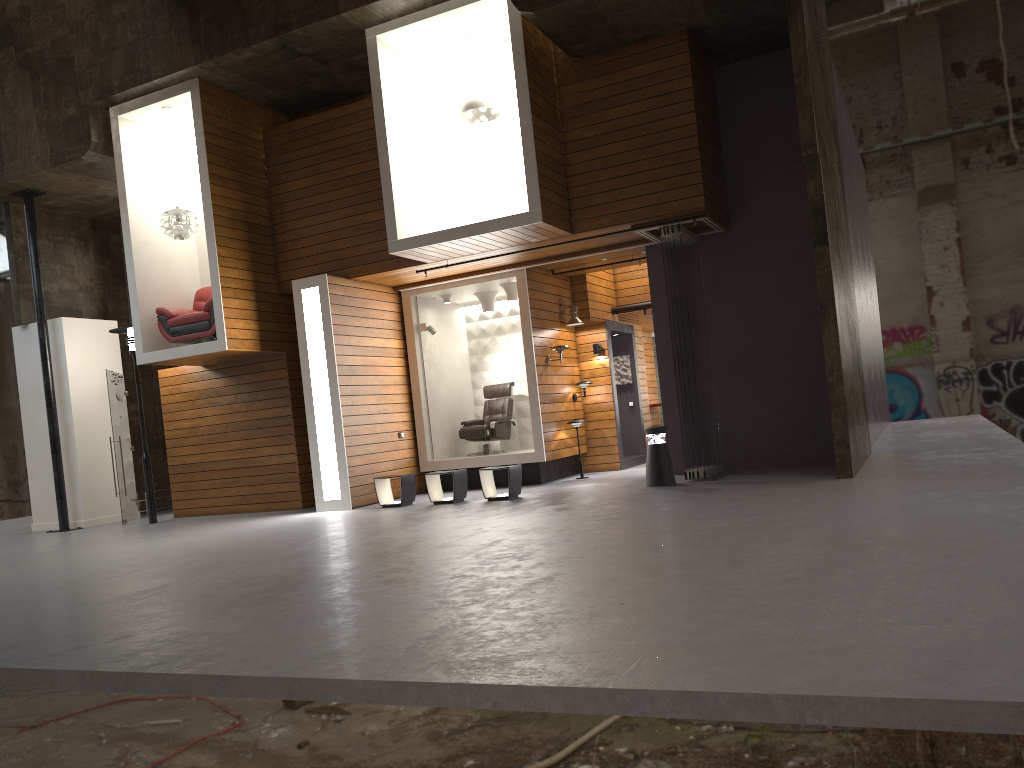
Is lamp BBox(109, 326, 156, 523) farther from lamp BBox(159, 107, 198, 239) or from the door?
lamp BBox(159, 107, 198, 239)

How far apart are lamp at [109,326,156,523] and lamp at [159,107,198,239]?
1.7m

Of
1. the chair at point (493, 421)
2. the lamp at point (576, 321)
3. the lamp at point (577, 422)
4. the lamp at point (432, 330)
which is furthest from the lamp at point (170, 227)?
the lamp at point (577, 422)

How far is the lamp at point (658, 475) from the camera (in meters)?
10.14

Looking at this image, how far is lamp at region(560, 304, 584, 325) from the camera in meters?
13.2

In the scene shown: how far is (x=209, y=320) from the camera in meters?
11.8

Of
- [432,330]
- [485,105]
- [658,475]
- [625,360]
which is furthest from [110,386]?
[658,475]

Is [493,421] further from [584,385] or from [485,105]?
[485,105]

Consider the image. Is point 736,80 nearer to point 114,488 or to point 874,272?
point 874,272

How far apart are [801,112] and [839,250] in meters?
1.9
